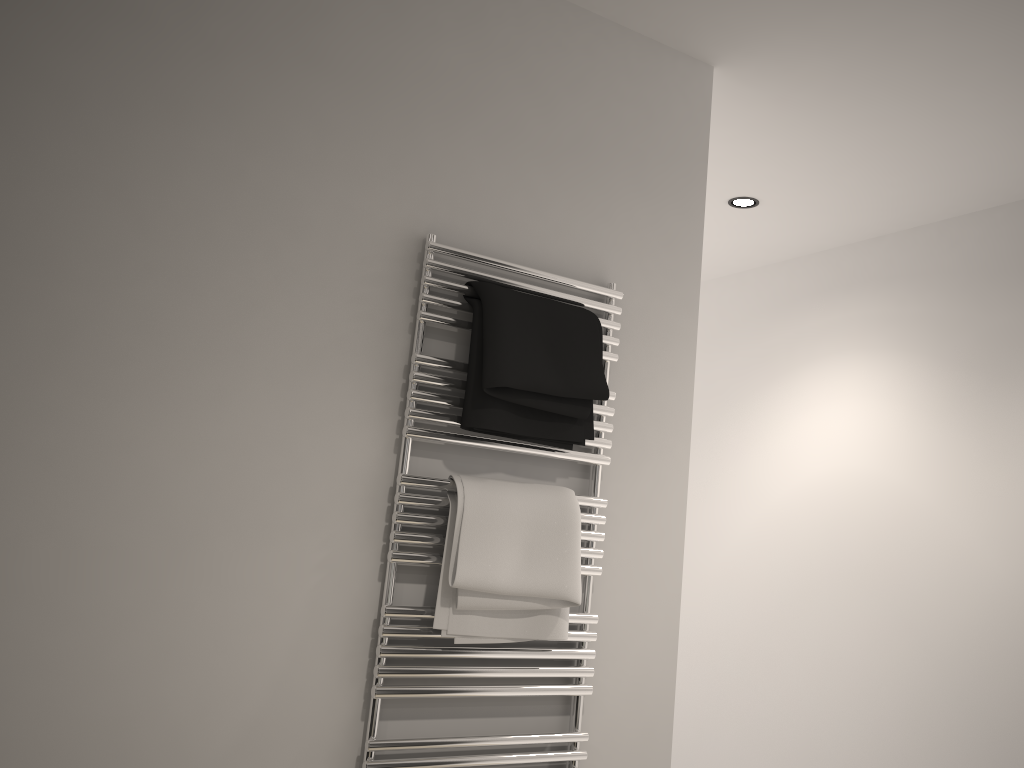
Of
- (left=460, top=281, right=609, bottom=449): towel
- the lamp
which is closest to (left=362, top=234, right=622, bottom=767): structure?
(left=460, top=281, right=609, bottom=449): towel

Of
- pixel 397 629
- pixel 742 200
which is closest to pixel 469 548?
pixel 397 629

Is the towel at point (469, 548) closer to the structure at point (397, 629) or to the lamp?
→ the structure at point (397, 629)

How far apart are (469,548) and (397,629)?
0.2m

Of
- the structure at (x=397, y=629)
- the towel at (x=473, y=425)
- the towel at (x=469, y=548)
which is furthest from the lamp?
the towel at (x=469, y=548)

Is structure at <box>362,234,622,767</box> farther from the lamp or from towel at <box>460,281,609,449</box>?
the lamp

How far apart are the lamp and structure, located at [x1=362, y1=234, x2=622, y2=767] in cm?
131

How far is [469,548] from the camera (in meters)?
1.63

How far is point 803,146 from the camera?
2.6m

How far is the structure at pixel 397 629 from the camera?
1.6 meters
